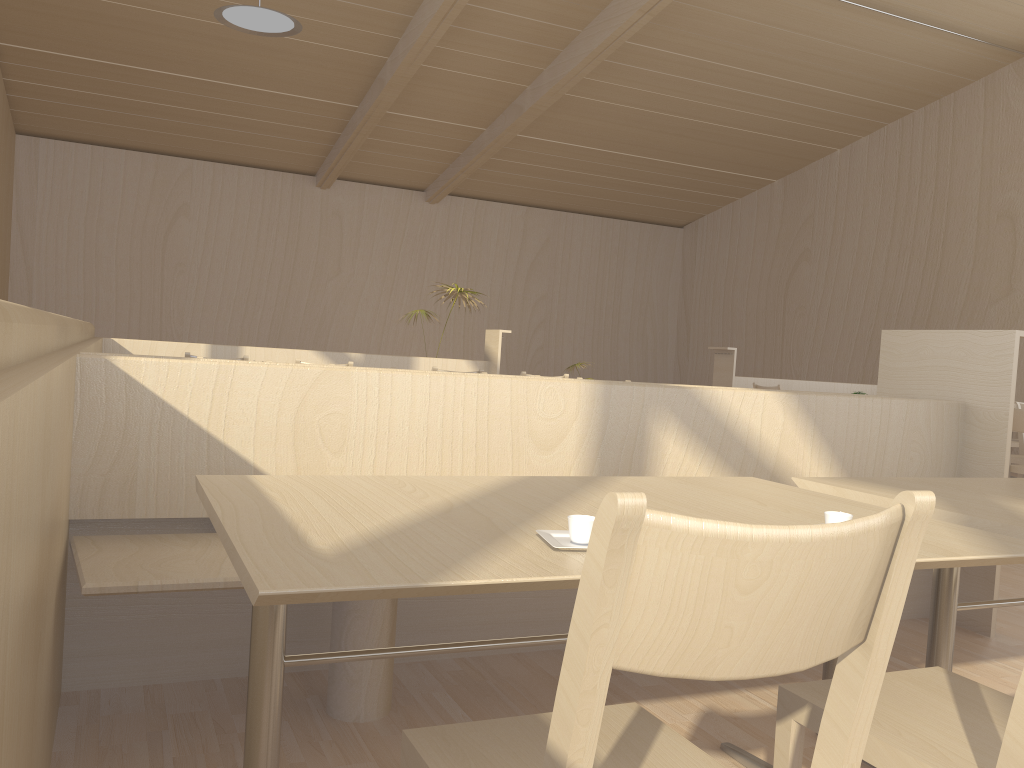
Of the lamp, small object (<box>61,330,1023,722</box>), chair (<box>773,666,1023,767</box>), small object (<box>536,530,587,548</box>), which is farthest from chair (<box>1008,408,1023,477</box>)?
the lamp

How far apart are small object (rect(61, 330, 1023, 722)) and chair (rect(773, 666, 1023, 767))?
1.0m

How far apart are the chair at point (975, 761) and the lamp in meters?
5.8

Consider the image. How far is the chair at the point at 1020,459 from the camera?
5.9m

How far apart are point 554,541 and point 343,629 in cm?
105

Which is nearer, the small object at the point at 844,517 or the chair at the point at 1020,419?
the small object at the point at 844,517

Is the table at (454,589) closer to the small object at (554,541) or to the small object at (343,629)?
the small object at (554,541)

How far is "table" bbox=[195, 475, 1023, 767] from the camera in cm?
101

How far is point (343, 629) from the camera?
2.10m

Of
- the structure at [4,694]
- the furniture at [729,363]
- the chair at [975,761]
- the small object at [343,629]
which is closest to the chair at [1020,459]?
the furniture at [729,363]
